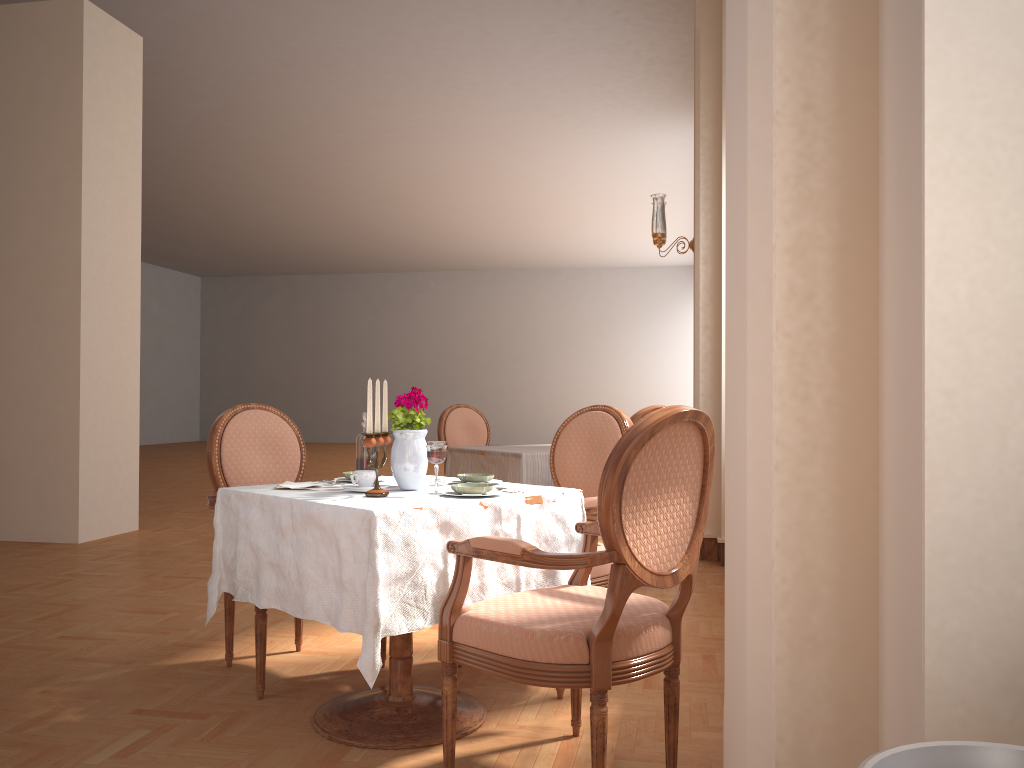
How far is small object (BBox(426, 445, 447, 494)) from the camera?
2.4 meters

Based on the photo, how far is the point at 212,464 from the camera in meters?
3.1

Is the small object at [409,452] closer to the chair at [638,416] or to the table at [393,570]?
the table at [393,570]

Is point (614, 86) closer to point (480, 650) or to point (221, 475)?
point (221, 475)

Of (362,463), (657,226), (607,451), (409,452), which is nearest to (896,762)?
(409,452)

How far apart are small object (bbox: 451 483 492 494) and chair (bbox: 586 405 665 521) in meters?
1.9 m

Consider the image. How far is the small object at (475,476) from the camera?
2.7m

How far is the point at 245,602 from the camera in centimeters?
413cm

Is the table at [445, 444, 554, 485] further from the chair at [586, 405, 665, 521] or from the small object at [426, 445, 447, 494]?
the small object at [426, 445, 447, 494]

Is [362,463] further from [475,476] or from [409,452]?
[475,476]
